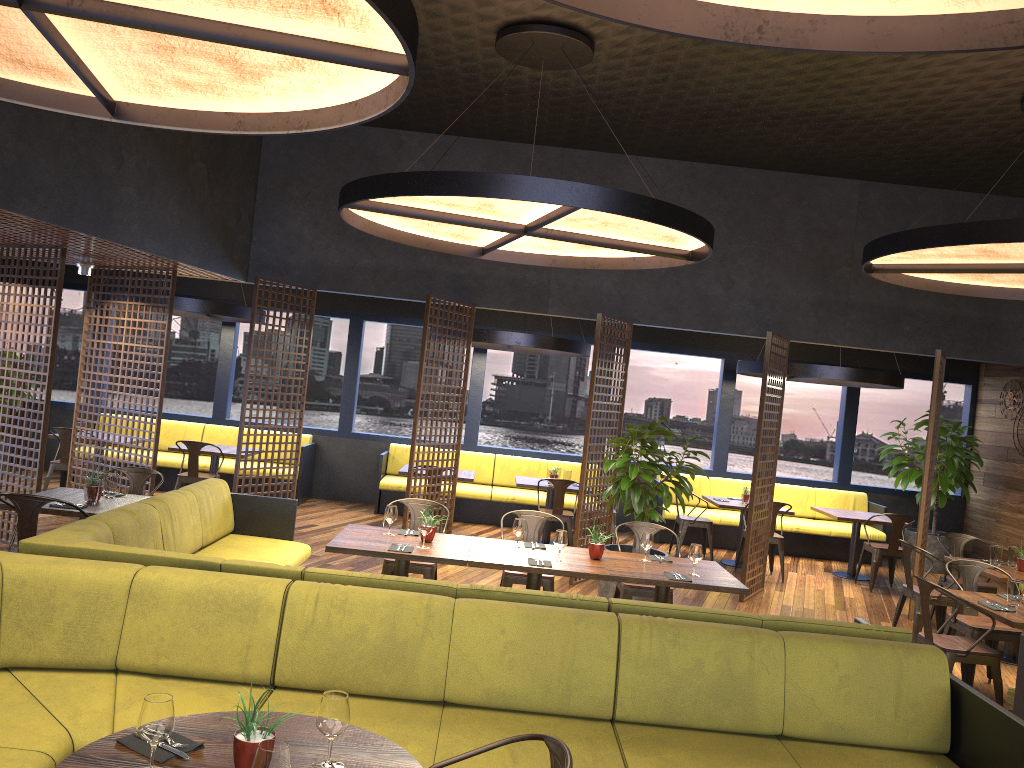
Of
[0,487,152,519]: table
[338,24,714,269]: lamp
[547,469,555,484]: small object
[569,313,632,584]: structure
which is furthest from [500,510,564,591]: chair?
[547,469,555,484]: small object

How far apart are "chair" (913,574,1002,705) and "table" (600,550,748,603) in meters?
1.2

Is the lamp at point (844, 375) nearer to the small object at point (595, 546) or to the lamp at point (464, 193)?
the lamp at point (464, 193)

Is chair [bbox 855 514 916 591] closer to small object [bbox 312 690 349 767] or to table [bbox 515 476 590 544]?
table [bbox 515 476 590 544]

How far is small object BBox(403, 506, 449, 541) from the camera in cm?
609

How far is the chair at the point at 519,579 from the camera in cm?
662

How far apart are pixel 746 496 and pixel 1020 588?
4.8 meters

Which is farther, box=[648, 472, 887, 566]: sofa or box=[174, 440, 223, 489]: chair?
box=[648, 472, 887, 566]: sofa

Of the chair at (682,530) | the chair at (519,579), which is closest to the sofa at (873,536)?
the chair at (682,530)

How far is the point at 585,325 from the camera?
12.7 meters
